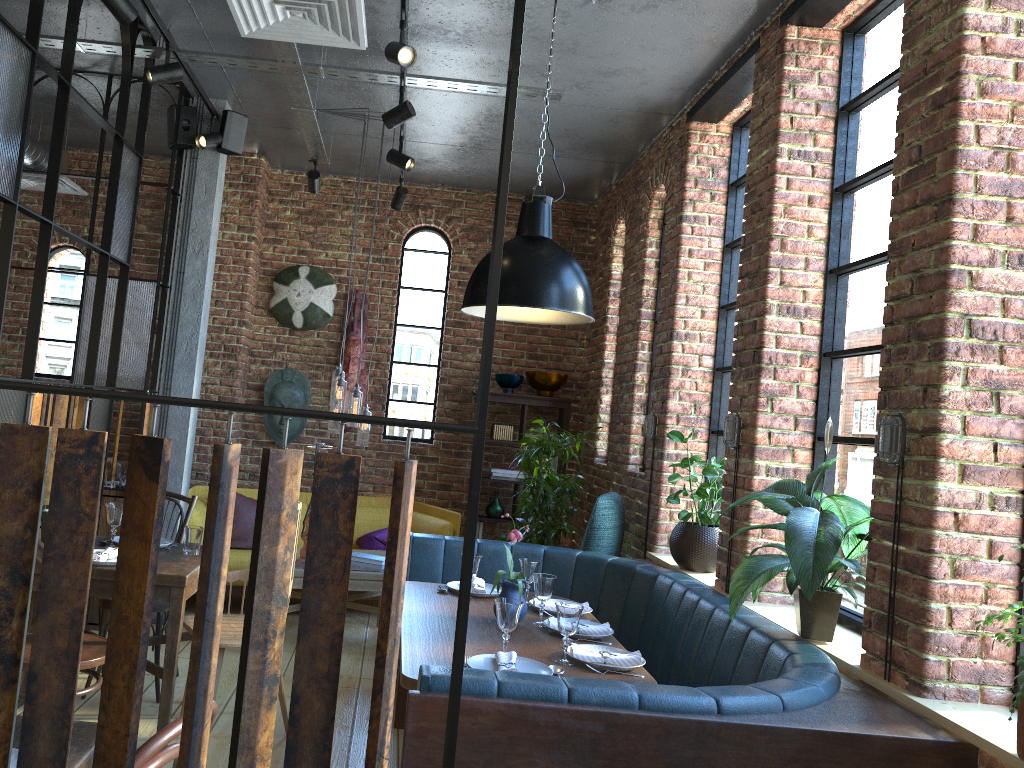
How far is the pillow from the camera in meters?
6.0 m

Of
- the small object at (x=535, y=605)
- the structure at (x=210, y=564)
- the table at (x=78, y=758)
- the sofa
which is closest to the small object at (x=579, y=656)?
the small object at (x=535, y=605)

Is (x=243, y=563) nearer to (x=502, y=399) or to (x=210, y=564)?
(x=502, y=399)

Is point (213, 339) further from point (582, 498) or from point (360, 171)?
point (582, 498)

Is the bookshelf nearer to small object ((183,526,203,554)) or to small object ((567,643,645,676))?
small object ((183,526,203,554))

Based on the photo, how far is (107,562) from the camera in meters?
3.4 m

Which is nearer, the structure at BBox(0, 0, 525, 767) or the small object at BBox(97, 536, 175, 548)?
the structure at BBox(0, 0, 525, 767)

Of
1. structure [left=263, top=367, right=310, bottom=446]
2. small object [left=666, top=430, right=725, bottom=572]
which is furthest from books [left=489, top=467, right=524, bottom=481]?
small object [left=666, top=430, right=725, bottom=572]

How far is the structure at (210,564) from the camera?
1.1m

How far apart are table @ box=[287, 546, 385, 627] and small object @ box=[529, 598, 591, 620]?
1.6m
